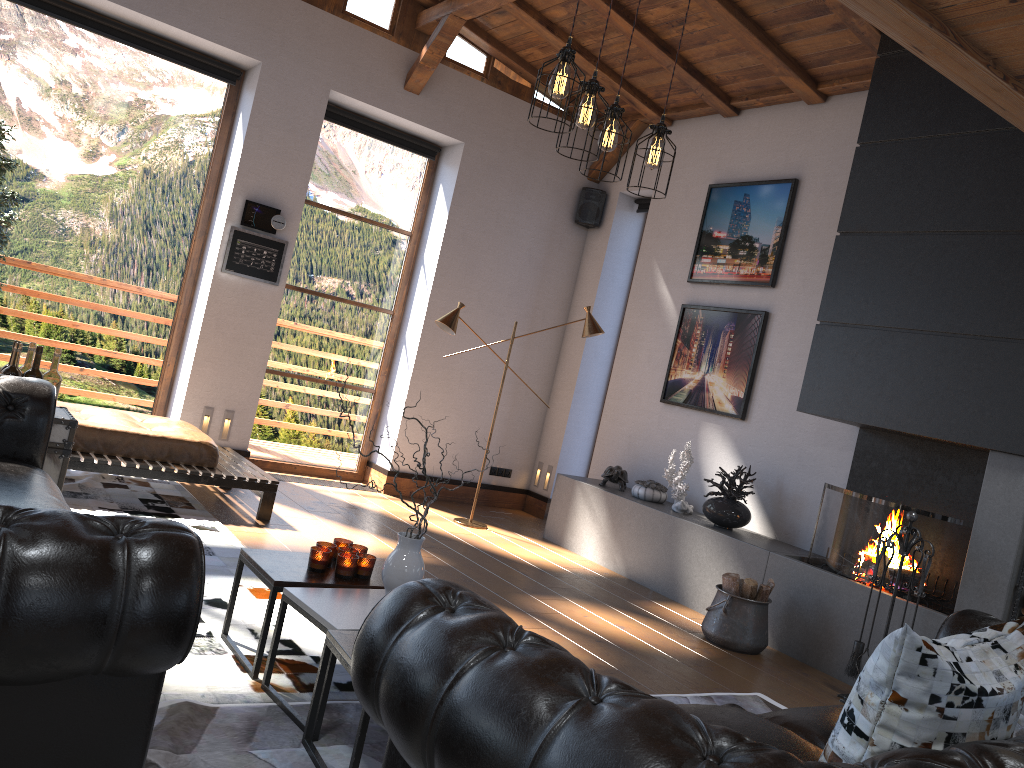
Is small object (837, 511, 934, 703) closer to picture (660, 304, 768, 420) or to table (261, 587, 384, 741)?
picture (660, 304, 768, 420)

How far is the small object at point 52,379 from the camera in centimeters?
404cm

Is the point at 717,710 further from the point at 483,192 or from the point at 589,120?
the point at 483,192

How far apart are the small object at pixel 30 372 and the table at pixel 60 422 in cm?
20

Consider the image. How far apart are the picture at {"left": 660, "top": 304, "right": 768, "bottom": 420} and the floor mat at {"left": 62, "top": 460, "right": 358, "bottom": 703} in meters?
3.6

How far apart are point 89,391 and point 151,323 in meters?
0.7

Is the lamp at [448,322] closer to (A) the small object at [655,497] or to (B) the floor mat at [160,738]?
(A) the small object at [655,497]

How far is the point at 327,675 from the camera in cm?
273

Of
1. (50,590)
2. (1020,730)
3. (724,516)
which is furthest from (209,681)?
(724,516)

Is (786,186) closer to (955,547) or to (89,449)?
(955,547)
